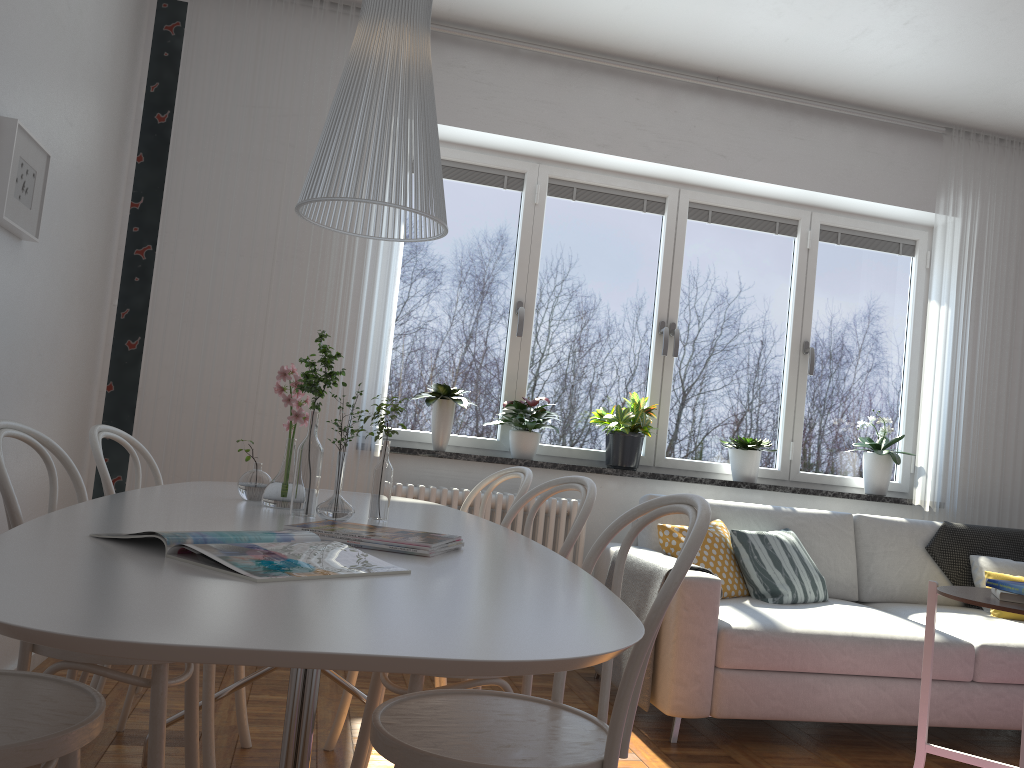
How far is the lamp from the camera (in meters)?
1.62

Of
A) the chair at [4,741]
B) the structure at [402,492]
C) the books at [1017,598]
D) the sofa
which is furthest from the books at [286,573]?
the structure at [402,492]

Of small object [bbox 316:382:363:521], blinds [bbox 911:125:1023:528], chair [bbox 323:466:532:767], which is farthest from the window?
small object [bbox 316:382:363:521]

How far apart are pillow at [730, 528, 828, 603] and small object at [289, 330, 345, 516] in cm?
224

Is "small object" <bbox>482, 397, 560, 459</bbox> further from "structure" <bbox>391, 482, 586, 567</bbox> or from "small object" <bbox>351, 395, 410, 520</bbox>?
"small object" <bbox>351, 395, 410, 520</bbox>

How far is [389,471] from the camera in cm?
206

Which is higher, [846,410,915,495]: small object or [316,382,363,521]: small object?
[846,410,915,495]: small object

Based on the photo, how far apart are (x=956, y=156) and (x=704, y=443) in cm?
201

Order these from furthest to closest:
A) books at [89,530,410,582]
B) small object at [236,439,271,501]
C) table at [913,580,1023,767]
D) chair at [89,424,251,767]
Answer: table at [913,580,1023,767] → chair at [89,424,251,767] → small object at [236,439,271,501] → books at [89,530,410,582]

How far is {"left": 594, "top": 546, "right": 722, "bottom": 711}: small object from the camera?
3.2m
